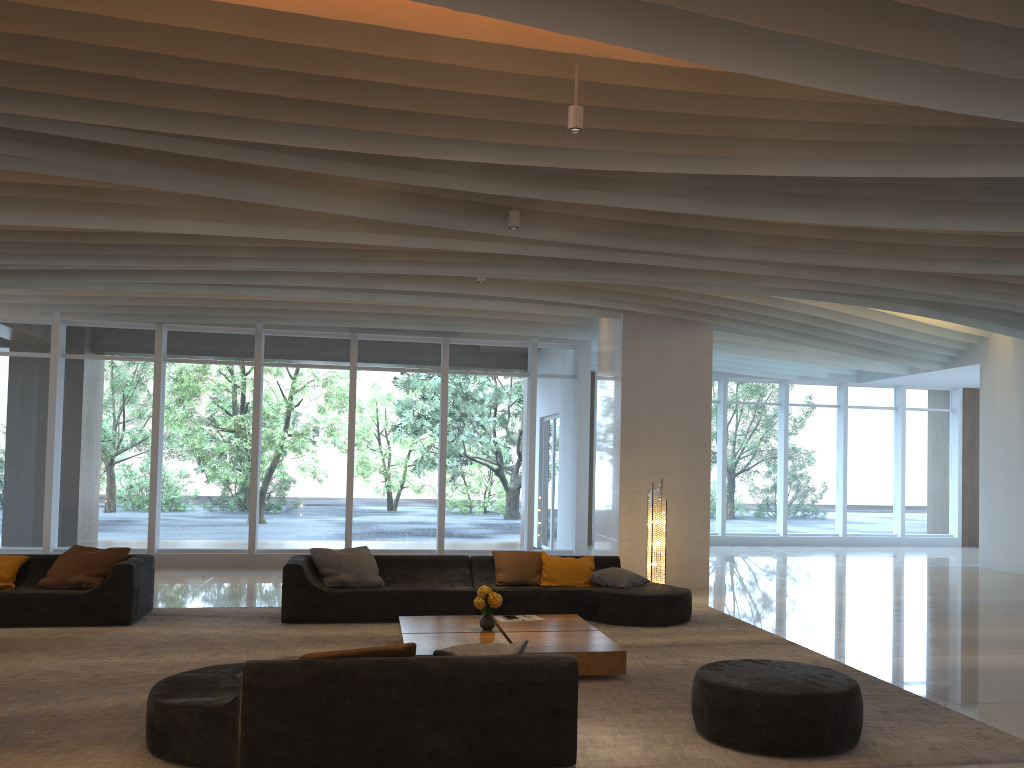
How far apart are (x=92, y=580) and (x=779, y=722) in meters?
6.6

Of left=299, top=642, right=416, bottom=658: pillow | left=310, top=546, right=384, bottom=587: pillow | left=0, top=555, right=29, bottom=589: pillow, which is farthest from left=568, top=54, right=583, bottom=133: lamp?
left=0, top=555, right=29, bottom=589: pillow

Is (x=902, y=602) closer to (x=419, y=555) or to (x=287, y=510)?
(x=419, y=555)

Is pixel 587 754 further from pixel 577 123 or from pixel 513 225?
pixel 513 225

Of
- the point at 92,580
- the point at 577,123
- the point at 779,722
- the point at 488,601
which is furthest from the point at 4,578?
the point at 779,722

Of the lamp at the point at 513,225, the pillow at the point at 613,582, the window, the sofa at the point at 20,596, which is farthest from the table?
the window

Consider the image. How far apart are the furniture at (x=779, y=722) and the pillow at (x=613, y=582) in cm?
357

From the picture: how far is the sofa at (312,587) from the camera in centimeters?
846cm

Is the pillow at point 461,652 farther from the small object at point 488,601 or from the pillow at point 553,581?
the pillow at point 553,581

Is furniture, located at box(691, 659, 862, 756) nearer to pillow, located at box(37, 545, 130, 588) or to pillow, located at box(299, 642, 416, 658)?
pillow, located at box(299, 642, 416, 658)
